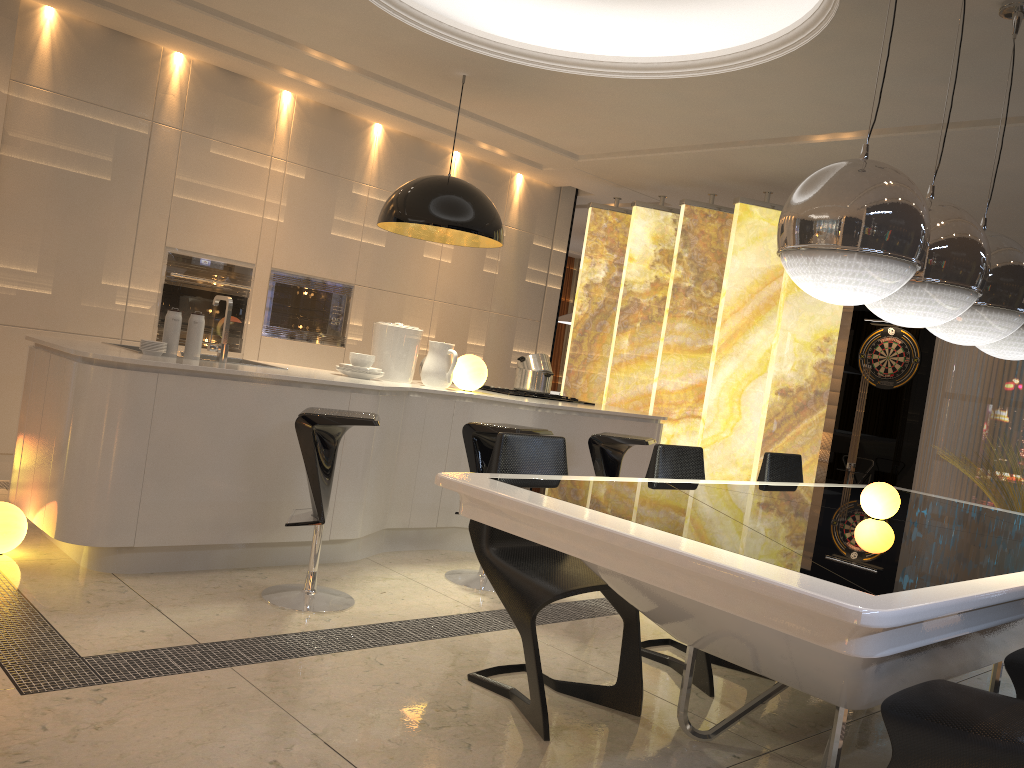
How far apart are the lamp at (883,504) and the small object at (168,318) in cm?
290

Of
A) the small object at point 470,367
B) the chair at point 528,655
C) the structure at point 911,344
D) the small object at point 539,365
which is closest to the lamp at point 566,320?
the structure at point 911,344

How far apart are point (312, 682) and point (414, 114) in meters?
4.2

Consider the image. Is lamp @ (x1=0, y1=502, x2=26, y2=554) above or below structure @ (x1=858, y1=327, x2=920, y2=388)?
below

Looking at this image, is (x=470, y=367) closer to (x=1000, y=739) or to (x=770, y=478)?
(x=770, y=478)

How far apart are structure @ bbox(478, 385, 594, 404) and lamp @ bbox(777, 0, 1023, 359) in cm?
283

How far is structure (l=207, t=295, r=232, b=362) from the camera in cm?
411

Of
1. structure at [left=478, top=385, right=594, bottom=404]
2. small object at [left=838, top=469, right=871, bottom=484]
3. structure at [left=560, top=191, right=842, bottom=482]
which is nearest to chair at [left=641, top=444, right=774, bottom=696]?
structure at [left=478, top=385, right=594, bottom=404]

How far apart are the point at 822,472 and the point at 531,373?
5.4m

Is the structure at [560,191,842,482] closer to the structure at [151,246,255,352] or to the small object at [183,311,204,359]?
the structure at [151,246,255,352]
